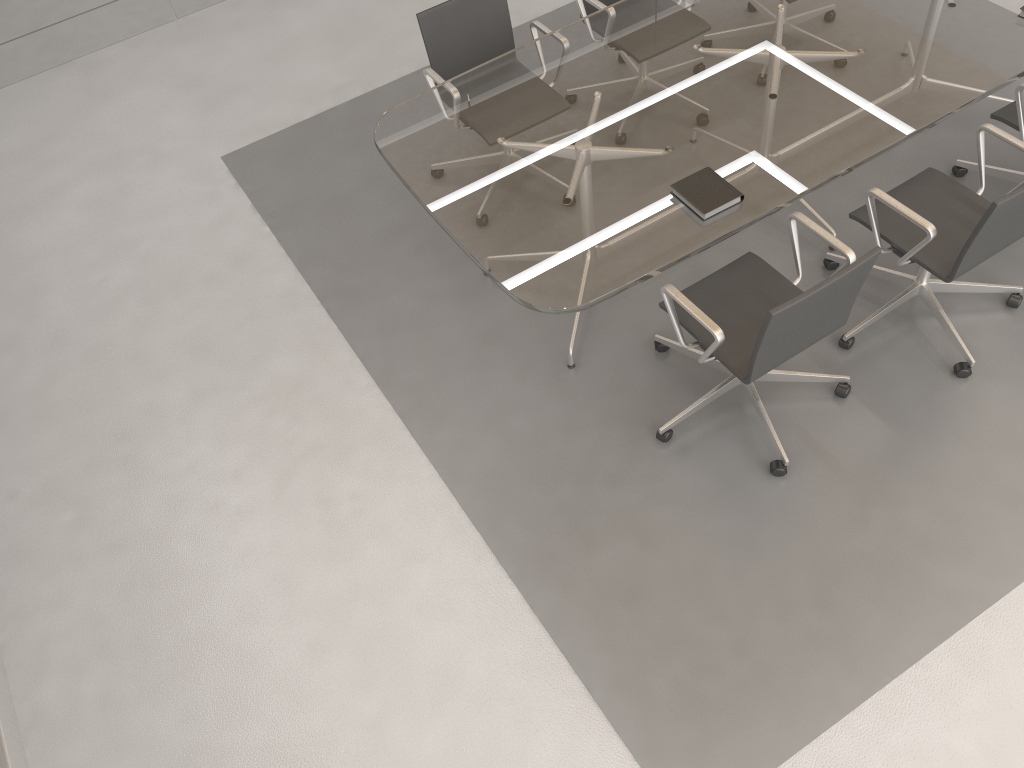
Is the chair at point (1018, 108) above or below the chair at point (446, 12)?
below

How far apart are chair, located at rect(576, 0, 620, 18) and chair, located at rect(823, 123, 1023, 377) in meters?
1.5 m

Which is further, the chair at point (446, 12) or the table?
the chair at point (446, 12)

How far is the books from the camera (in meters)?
2.85

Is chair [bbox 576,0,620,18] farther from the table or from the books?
the books

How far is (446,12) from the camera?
3.75m

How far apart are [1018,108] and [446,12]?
2.3 meters

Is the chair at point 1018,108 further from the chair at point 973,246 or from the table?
the chair at point 973,246

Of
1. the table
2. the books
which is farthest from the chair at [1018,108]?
the books

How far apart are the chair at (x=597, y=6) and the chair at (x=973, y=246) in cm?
147
